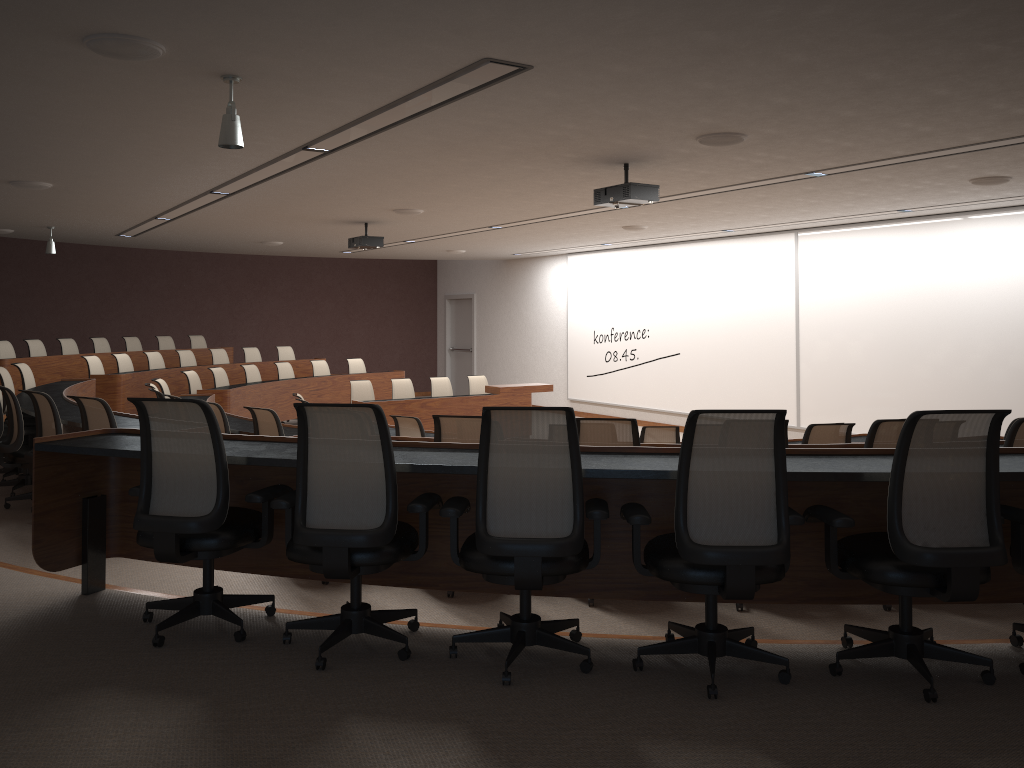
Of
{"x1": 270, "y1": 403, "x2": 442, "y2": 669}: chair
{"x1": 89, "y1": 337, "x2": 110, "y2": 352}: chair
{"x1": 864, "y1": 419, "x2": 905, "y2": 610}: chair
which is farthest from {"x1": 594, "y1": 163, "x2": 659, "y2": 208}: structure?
{"x1": 89, "y1": 337, "x2": 110, "y2": 352}: chair

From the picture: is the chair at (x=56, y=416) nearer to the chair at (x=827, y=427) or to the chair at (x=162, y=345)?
the chair at (x=827, y=427)

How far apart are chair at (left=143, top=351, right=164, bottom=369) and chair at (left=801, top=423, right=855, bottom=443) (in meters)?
10.41

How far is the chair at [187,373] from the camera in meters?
11.7

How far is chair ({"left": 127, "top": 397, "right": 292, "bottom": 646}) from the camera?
3.32m

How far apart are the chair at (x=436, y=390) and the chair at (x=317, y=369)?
2.4m

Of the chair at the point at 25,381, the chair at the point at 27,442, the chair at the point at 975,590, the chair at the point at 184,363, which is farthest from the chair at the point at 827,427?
the chair at the point at 184,363

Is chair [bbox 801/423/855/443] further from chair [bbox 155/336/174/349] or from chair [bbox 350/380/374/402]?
chair [bbox 155/336/174/349]

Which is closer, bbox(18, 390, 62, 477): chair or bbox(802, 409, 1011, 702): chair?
bbox(802, 409, 1011, 702): chair

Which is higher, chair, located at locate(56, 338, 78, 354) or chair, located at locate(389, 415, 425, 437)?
chair, located at locate(56, 338, 78, 354)
